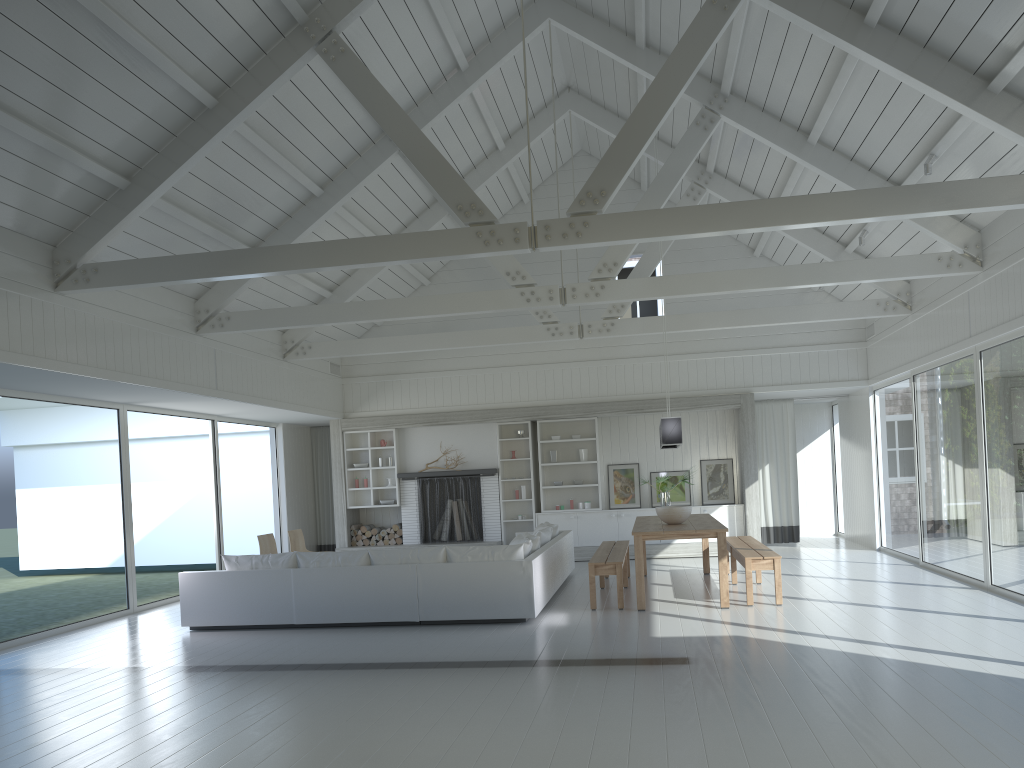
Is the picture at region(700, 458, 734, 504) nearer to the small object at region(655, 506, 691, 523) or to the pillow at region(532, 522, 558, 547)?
the pillow at region(532, 522, 558, 547)

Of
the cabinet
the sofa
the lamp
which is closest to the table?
the lamp

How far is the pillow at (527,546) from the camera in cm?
865

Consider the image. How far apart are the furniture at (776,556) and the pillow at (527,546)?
2.0 meters

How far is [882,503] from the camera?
12.7 meters

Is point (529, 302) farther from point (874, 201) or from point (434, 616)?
point (874, 201)

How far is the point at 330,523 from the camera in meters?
15.3 m

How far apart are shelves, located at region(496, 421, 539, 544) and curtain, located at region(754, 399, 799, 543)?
3.73m

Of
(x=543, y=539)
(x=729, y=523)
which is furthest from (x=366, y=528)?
(x=729, y=523)

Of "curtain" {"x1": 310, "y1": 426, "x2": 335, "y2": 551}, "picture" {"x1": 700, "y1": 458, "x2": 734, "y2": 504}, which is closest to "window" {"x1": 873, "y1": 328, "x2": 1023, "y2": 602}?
"picture" {"x1": 700, "y1": 458, "x2": 734, "y2": 504}
